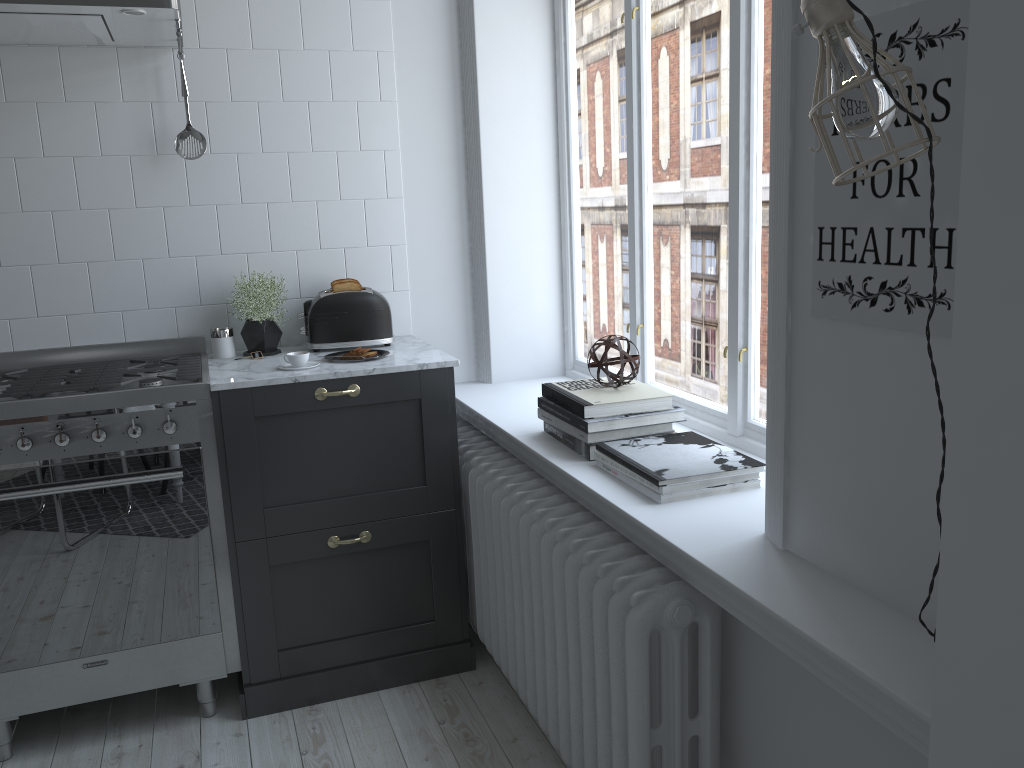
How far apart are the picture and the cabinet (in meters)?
1.41

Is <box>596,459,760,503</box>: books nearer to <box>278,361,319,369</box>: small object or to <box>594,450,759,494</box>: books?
<box>594,450,759,494</box>: books

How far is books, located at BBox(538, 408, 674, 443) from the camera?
2.29m

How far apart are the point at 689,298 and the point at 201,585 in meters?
1.6

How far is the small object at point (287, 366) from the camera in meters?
2.7

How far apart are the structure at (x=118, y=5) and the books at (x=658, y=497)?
1.6m

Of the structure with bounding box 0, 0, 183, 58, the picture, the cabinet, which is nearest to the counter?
the cabinet

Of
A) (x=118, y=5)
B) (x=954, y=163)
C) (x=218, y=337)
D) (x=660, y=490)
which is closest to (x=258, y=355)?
(x=218, y=337)

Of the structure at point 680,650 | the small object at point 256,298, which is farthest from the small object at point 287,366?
the structure at point 680,650

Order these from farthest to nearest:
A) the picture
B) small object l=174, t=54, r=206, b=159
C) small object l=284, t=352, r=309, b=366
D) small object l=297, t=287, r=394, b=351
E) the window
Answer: small object l=297, t=287, r=394, b=351
small object l=174, t=54, r=206, b=159
small object l=284, t=352, r=309, b=366
the window
the picture
